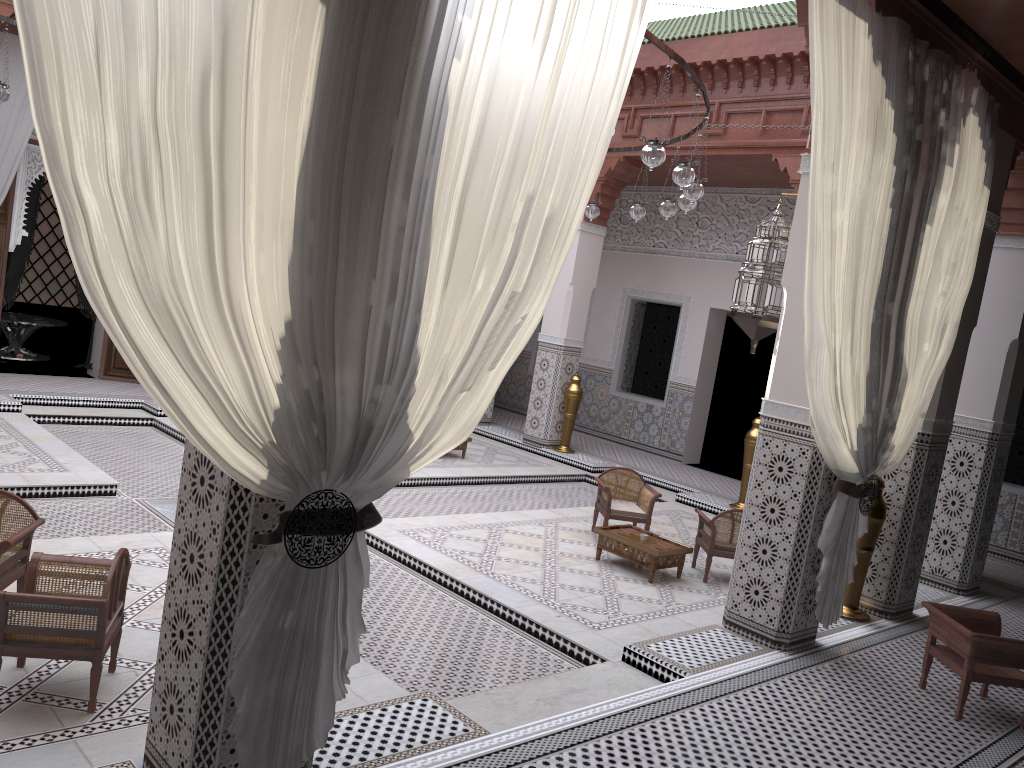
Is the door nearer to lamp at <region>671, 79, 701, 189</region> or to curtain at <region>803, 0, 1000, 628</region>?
lamp at <region>671, 79, 701, 189</region>

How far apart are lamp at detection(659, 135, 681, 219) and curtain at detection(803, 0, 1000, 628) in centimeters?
128cm

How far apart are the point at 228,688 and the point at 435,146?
0.9 meters

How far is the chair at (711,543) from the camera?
3.5m

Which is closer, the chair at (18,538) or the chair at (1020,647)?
the chair at (18,538)

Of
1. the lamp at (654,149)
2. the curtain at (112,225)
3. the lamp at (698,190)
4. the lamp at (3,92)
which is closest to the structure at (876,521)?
the lamp at (698,190)

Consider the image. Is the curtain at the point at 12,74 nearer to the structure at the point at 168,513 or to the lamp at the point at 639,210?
the structure at the point at 168,513

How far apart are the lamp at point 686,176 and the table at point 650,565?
1.4m

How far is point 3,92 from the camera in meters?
3.8

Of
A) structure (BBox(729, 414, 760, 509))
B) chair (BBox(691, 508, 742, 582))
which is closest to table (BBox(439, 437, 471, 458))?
structure (BBox(729, 414, 760, 509))
